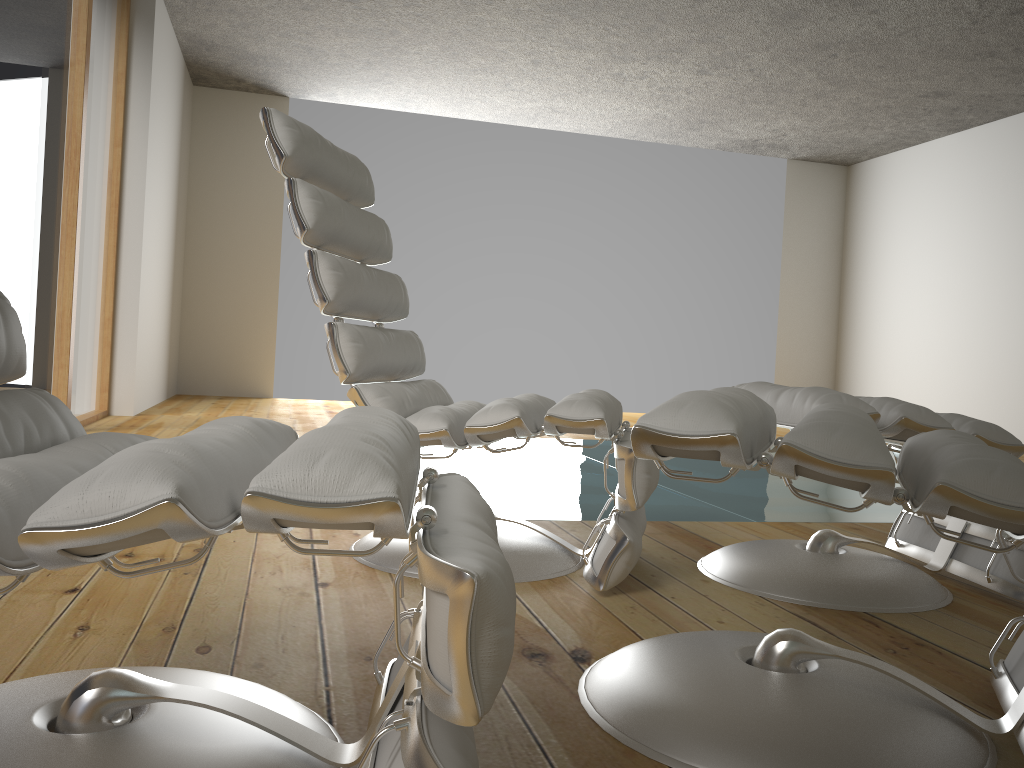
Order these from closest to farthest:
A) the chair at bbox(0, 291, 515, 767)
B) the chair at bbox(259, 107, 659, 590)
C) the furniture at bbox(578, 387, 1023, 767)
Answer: the chair at bbox(0, 291, 515, 767)
the furniture at bbox(578, 387, 1023, 767)
the chair at bbox(259, 107, 659, 590)

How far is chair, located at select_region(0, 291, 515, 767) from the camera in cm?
69

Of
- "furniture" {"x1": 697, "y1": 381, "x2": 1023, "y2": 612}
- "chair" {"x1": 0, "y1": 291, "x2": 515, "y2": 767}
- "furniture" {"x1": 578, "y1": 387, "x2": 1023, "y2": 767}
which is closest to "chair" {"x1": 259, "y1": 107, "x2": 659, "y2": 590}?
"furniture" {"x1": 697, "y1": 381, "x2": 1023, "y2": 612}

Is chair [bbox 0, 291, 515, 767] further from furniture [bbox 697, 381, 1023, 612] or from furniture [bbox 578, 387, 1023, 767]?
furniture [bbox 697, 381, 1023, 612]

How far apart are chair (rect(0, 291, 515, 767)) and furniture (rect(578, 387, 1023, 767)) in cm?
19

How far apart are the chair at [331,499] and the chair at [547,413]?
0.6 meters

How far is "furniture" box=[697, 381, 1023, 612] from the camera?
1.8 meters

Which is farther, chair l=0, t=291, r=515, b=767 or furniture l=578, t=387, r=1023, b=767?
furniture l=578, t=387, r=1023, b=767

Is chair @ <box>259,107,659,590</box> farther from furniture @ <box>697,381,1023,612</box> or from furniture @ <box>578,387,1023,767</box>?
furniture @ <box>578,387,1023,767</box>

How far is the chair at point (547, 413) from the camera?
1.8 meters
